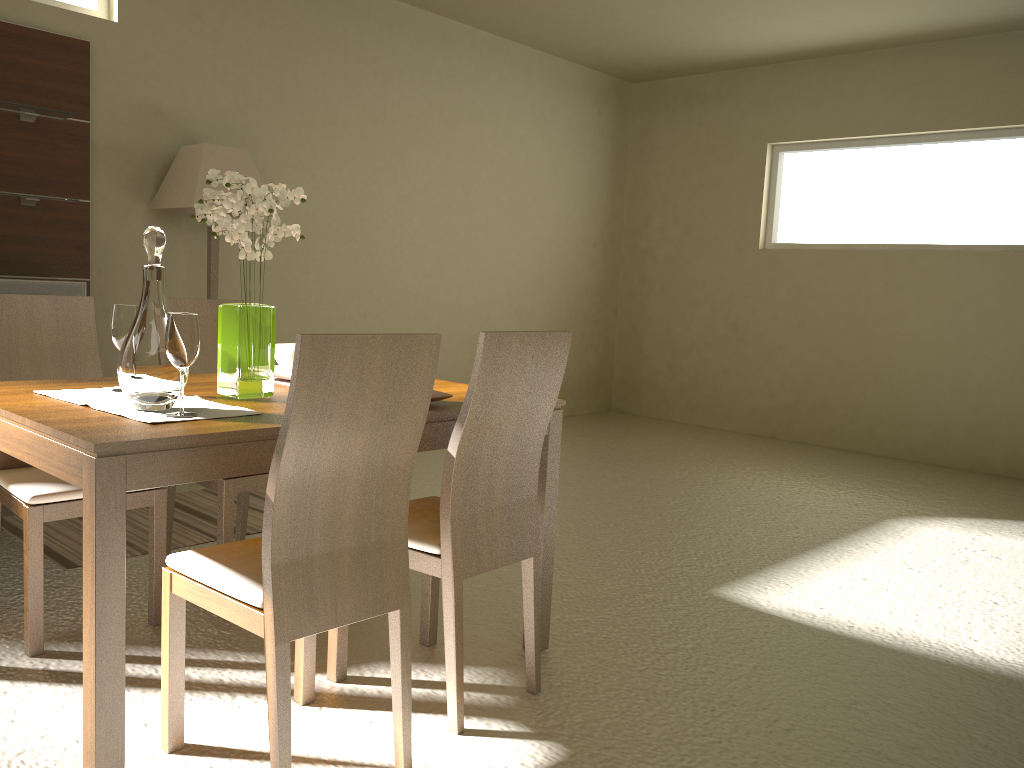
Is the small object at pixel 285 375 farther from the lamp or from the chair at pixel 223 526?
the lamp

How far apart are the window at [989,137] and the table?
4.82m

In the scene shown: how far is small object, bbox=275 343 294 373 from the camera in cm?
273

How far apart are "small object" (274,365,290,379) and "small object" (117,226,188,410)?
0.62m

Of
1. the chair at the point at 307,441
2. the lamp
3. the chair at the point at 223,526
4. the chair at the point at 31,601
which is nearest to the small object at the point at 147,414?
the chair at the point at 307,441

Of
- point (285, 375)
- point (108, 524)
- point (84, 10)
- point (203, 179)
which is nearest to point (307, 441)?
point (108, 524)

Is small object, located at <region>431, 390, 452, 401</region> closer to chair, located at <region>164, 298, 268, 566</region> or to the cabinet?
chair, located at <region>164, 298, 268, 566</region>

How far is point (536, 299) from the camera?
7.4 meters

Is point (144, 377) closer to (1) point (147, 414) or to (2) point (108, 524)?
(1) point (147, 414)

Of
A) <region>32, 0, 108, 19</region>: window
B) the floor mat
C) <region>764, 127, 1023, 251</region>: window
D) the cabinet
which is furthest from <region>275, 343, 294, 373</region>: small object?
<region>764, 127, 1023, 251</region>: window
